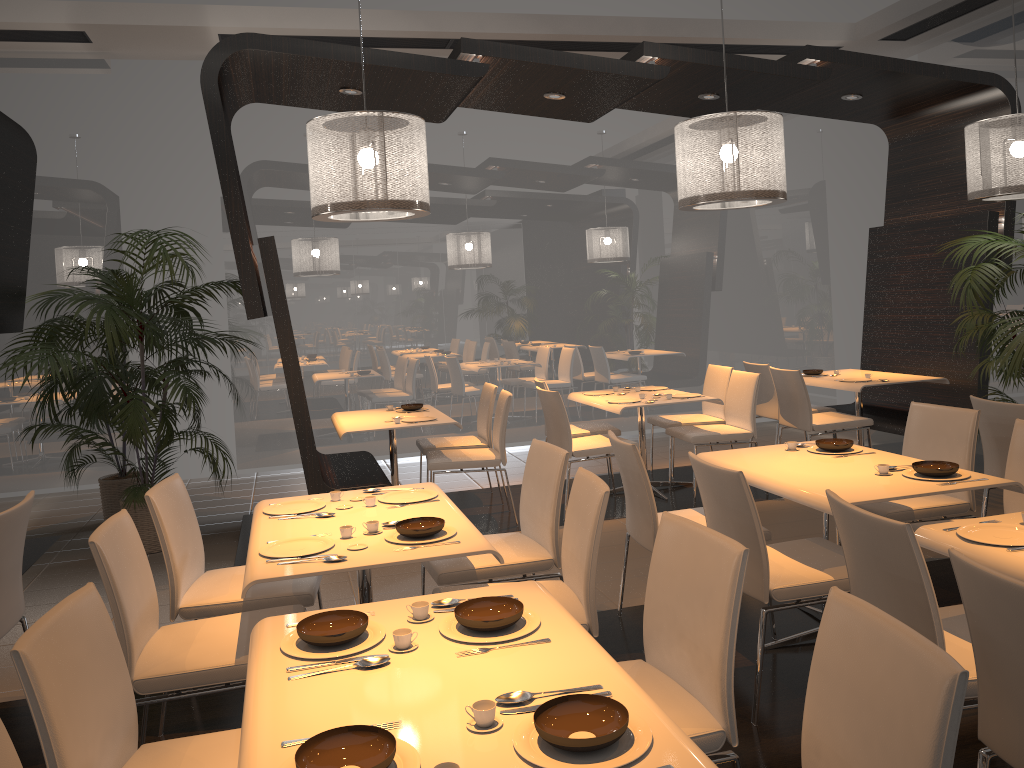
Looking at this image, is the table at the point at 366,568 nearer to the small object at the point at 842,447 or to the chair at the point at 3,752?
the chair at the point at 3,752

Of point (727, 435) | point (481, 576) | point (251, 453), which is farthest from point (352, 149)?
point (251, 453)

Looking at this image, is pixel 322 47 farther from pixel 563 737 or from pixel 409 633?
pixel 563 737

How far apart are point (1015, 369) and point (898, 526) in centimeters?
369cm

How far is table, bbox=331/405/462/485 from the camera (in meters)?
5.81

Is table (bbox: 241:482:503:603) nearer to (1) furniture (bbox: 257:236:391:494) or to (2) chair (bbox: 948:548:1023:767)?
(2) chair (bbox: 948:548:1023:767)

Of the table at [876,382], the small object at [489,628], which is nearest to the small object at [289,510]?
the small object at [489,628]

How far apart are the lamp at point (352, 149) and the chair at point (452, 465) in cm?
151

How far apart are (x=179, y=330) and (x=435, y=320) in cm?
274

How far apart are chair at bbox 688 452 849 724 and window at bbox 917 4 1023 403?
5.8m
